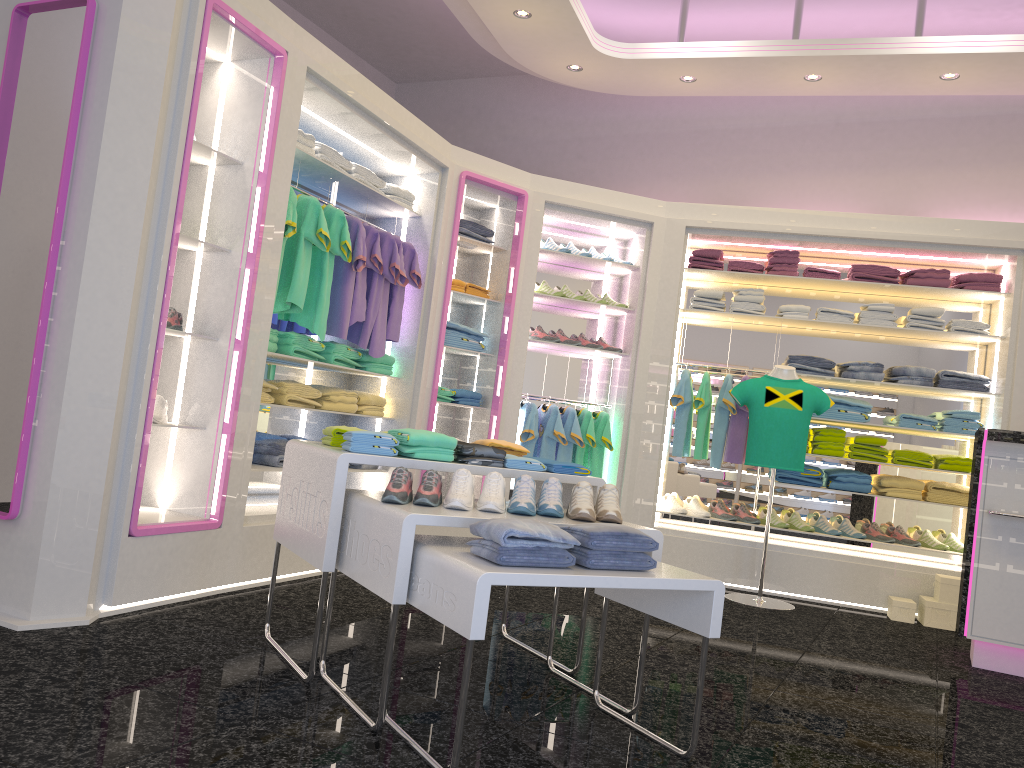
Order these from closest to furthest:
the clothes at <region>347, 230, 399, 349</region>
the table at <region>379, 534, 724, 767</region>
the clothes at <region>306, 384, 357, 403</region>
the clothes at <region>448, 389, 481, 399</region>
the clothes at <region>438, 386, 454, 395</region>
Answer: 1. the table at <region>379, 534, 724, 767</region>
2. the clothes at <region>306, 384, 357, 403</region>
3. the clothes at <region>347, 230, 399, 349</region>
4. the clothes at <region>438, 386, 454, 395</region>
5. the clothes at <region>448, 389, 481, 399</region>

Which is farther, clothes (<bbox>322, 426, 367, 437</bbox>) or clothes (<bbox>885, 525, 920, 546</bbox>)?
clothes (<bbox>885, 525, 920, 546</bbox>)

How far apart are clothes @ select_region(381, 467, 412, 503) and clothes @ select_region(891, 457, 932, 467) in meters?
4.5

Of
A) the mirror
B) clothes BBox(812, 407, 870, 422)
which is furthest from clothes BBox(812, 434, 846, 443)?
the mirror

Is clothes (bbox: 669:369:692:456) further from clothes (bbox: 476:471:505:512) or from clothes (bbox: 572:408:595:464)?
clothes (bbox: 476:471:505:512)

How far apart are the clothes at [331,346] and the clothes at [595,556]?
2.9m

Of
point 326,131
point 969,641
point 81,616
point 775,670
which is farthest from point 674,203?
point 81,616

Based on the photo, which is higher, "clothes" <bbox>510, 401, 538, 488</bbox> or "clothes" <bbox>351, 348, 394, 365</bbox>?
"clothes" <bbox>351, 348, 394, 365</bbox>

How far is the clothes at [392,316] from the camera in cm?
557

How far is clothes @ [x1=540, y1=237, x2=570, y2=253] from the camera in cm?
648
